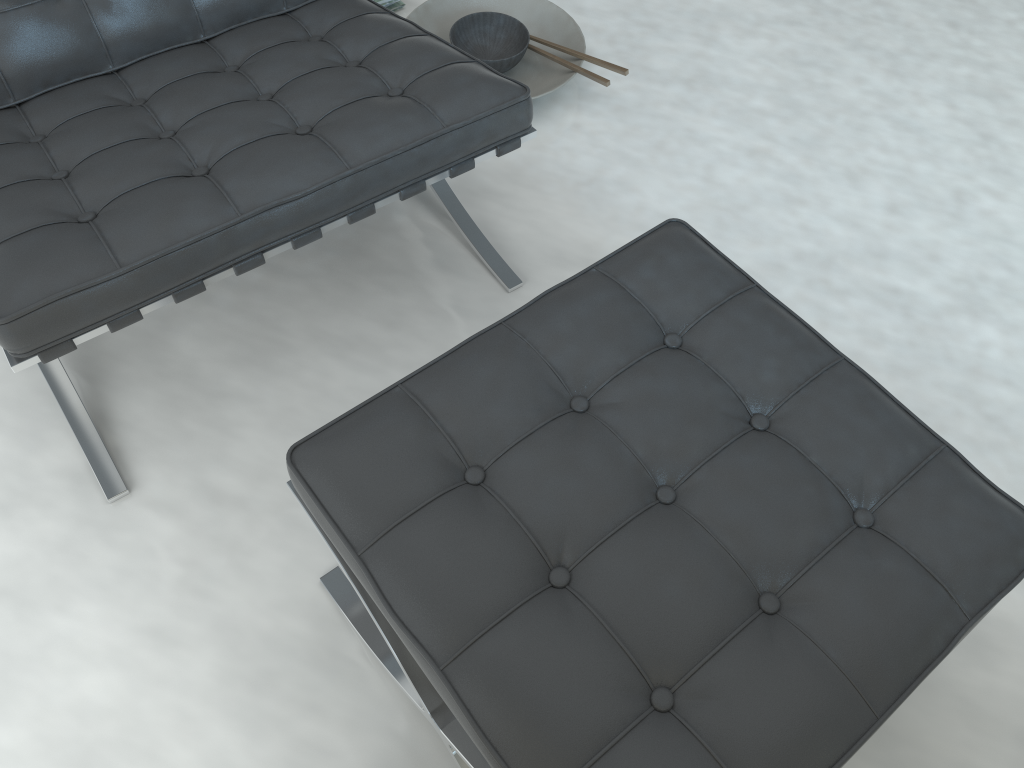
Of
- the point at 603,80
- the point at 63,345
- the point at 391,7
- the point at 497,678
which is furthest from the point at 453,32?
the point at 497,678

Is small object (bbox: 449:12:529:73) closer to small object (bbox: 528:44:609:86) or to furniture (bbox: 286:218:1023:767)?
small object (bbox: 528:44:609:86)

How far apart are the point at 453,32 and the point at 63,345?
1.1 meters

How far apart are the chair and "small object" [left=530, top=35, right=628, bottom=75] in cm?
43

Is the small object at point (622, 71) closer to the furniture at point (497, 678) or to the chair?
the chair

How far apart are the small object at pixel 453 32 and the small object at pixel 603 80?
0.1 meters

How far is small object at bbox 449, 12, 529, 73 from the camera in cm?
179

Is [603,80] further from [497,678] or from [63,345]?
[497,678]

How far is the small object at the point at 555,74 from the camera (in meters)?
1.80

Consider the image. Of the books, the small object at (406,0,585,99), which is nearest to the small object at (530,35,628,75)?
the small object at (406,0,585,99)
